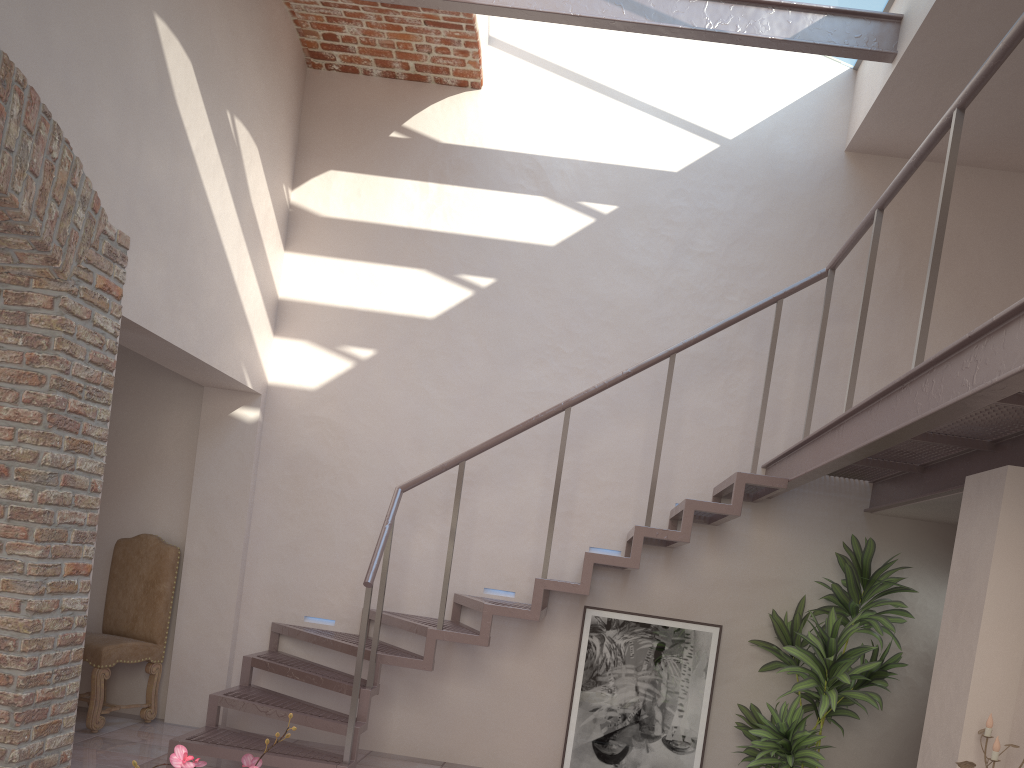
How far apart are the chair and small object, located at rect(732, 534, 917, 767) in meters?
3.9

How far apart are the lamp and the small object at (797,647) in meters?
1.4

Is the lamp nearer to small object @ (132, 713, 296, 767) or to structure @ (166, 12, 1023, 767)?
structure @ (166, 12, 1023, 767)

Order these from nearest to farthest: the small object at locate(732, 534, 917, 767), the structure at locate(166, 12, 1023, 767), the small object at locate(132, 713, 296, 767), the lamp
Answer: the small object at locate(132, 713, 296, 767)
the structure at locate(166, 12, 1023, 767)
the lamp
the small object at locate(732, 534, 917, 767)

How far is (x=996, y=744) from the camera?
3.2m

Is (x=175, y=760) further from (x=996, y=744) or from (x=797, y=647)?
(x=797, y=647)

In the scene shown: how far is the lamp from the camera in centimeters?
324cm

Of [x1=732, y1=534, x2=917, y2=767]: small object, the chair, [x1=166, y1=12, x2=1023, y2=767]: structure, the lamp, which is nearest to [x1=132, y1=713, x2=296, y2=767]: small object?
[x1=166, y1=12, x2=1023, y2=767]: structure

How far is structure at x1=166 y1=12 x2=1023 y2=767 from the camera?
2.7m

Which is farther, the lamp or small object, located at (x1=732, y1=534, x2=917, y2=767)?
small object, located at (x1=732, y1=534, x2=917, y2=767)
